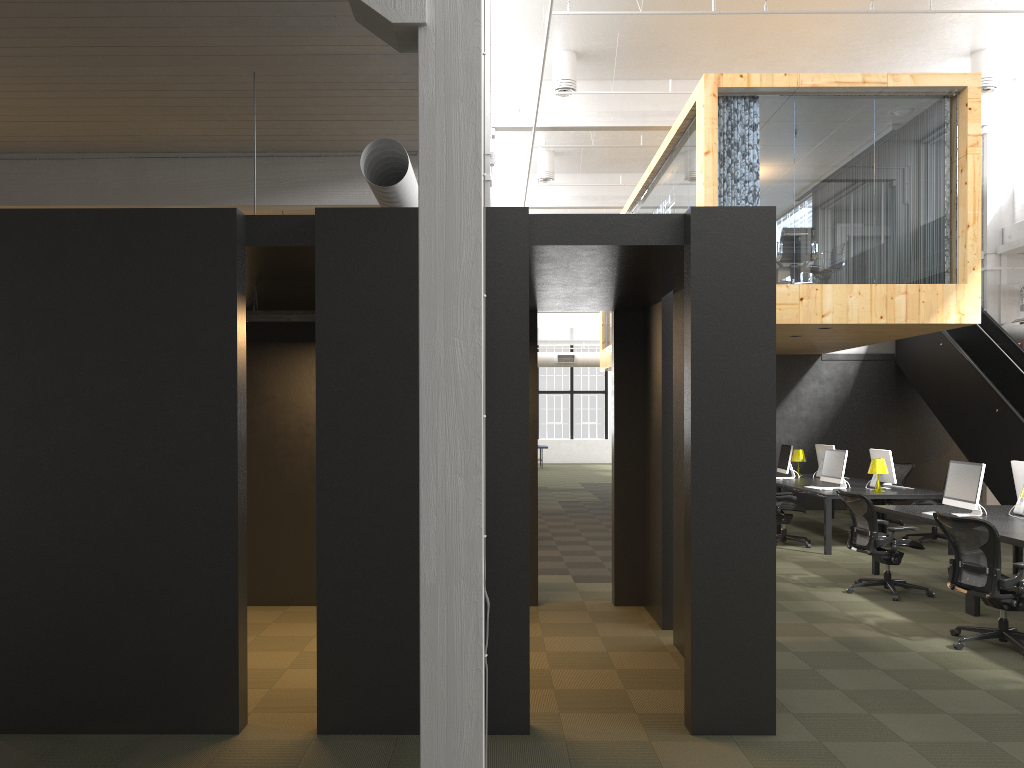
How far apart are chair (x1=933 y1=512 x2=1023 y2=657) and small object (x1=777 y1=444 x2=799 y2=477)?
7.0 meters

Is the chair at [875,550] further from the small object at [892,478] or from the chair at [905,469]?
the chair at [905,469]

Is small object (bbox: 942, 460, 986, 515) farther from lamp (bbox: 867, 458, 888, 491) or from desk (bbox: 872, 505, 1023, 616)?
lamp (bbox: 867, 458, 888, 491)

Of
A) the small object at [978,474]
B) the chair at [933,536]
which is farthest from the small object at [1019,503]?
the chair at [933,536]

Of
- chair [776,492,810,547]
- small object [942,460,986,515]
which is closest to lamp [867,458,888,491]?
chair [776,492,810,547]

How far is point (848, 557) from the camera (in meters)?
10.87

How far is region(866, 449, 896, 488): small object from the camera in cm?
1181

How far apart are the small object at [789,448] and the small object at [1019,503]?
4.93m

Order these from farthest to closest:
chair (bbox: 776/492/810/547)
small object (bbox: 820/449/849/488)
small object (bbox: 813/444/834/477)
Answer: small object (bbox: 813/444/834/477), small object (bbox: 820/449/849/488), chair (bbox: 776/492/810/547)

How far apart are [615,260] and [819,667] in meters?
3.1
